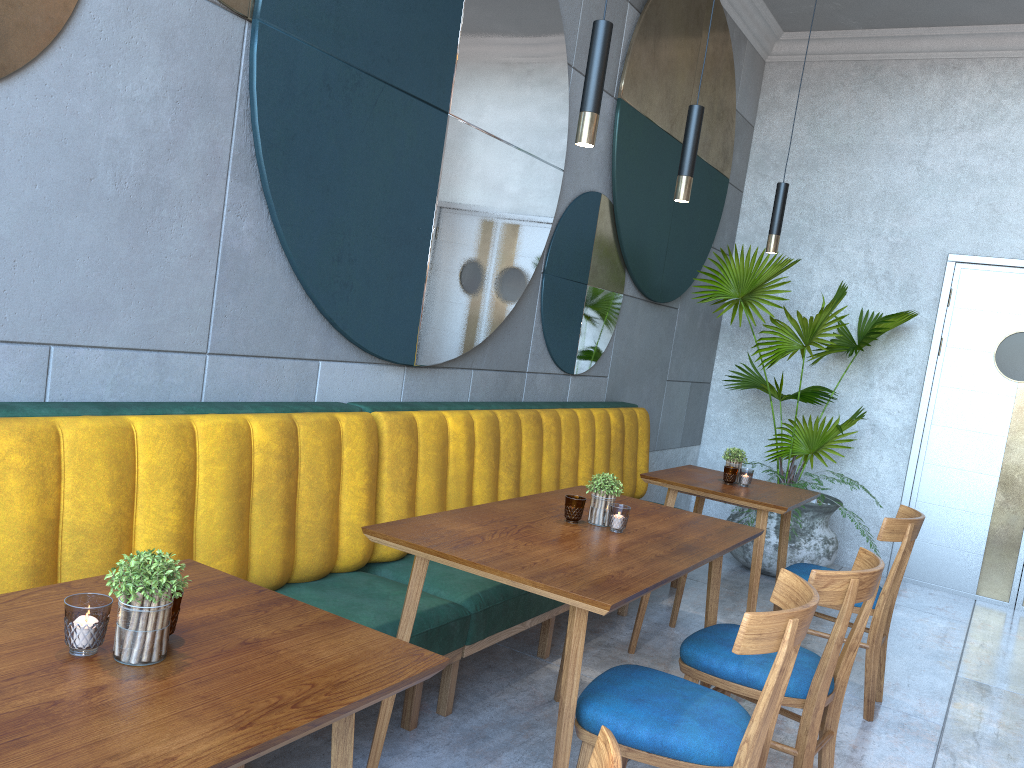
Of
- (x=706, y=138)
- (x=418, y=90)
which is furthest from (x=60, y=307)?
(x=706, y=138)

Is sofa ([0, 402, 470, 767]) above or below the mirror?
below

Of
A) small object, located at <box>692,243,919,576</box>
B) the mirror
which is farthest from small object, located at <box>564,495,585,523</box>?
small object, located at <box>692,243,919,576</box>

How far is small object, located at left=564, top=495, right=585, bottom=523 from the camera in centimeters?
245cm

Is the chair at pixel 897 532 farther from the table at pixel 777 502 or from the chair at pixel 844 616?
the chair at pixel 844 616

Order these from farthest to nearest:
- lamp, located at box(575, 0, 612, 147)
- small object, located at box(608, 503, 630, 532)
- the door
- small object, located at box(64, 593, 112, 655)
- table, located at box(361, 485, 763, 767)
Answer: the door < small object, located at box(608, 503, 630, 532) < lamp, located at box(575, 0, 612, 147) < table, located at box(361, 485, 763, 767) < small object, located at box(64, 593, 112, 655)

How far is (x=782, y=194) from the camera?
3.6 meters

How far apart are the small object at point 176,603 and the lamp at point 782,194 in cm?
295

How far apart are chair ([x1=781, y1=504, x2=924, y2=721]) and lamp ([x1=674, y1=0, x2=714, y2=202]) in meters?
1.4

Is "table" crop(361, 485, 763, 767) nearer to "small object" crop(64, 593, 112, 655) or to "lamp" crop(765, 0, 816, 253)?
"small object" crop(64, 593, 112, 655)
